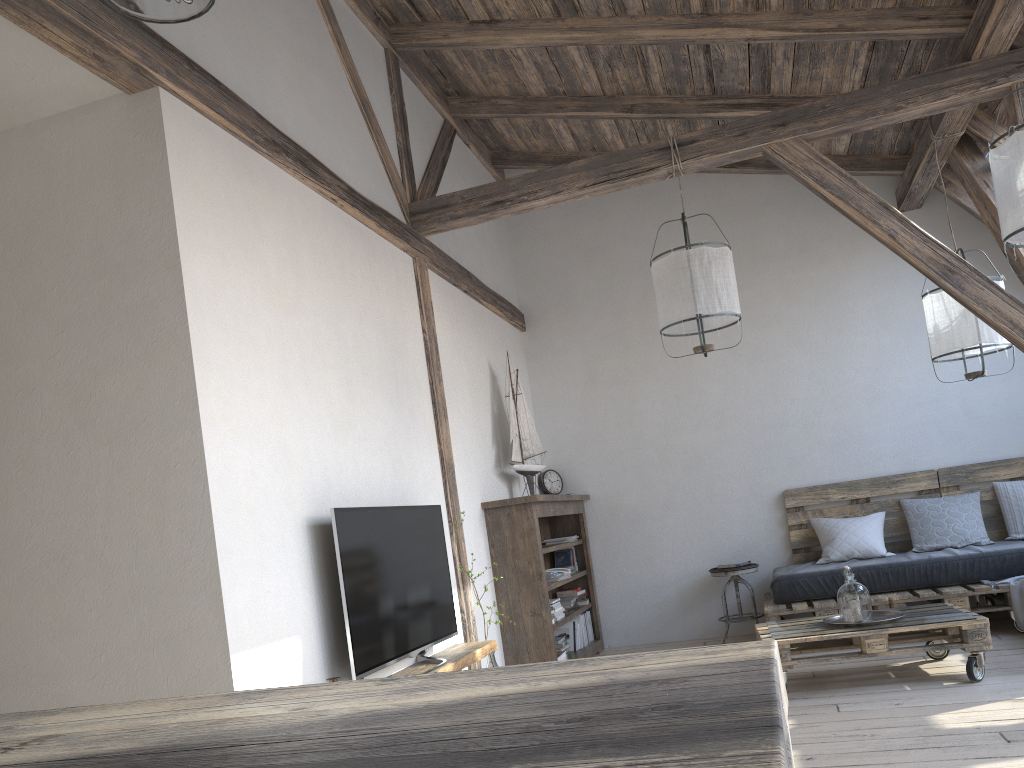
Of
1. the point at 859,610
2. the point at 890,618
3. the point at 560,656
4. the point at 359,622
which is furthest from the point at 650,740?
the point at 560,656

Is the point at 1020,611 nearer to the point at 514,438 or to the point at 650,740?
the point at 514,438

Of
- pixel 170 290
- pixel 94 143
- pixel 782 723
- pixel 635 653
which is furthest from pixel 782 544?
pixel 782 723

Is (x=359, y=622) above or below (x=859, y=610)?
above

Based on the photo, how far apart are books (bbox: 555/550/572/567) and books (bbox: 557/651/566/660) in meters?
1.1

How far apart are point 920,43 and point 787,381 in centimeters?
251cm

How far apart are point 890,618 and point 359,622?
2.6 meters

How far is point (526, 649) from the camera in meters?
5.1

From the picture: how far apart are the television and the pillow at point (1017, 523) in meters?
3.8

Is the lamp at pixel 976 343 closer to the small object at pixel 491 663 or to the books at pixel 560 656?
the books at pixel 560 656
